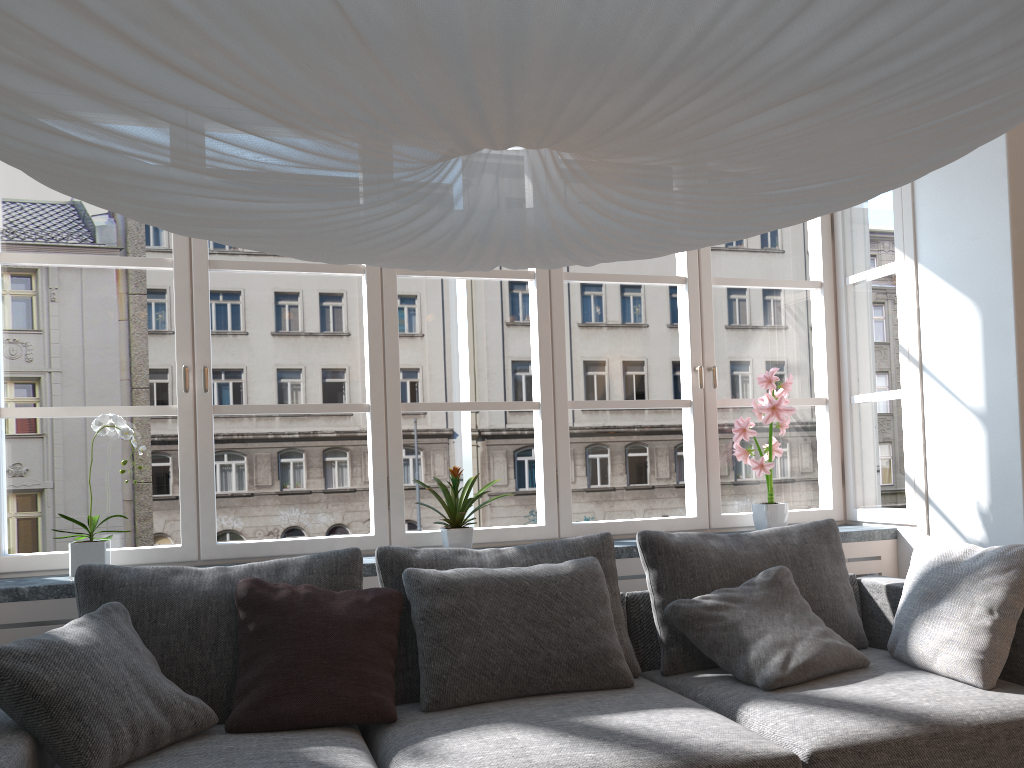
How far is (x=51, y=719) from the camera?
1.98m

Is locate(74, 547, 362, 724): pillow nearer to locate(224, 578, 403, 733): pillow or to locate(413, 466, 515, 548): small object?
locate(224, 578, 403, 733): pillow

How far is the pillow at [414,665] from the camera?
2.6m

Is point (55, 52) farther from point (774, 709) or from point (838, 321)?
point (838, 321)

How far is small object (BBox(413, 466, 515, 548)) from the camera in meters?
3.2 m

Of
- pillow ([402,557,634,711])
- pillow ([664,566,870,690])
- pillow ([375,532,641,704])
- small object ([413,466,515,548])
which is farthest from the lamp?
small object ([413,466,515,548])

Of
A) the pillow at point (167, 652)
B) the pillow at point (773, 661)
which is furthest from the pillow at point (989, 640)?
the pillow at point (167, 652)

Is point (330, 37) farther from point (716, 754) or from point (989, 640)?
point (989, 640)

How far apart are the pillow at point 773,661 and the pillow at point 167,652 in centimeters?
98cm

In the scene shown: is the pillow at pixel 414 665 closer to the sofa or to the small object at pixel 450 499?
the sofa
